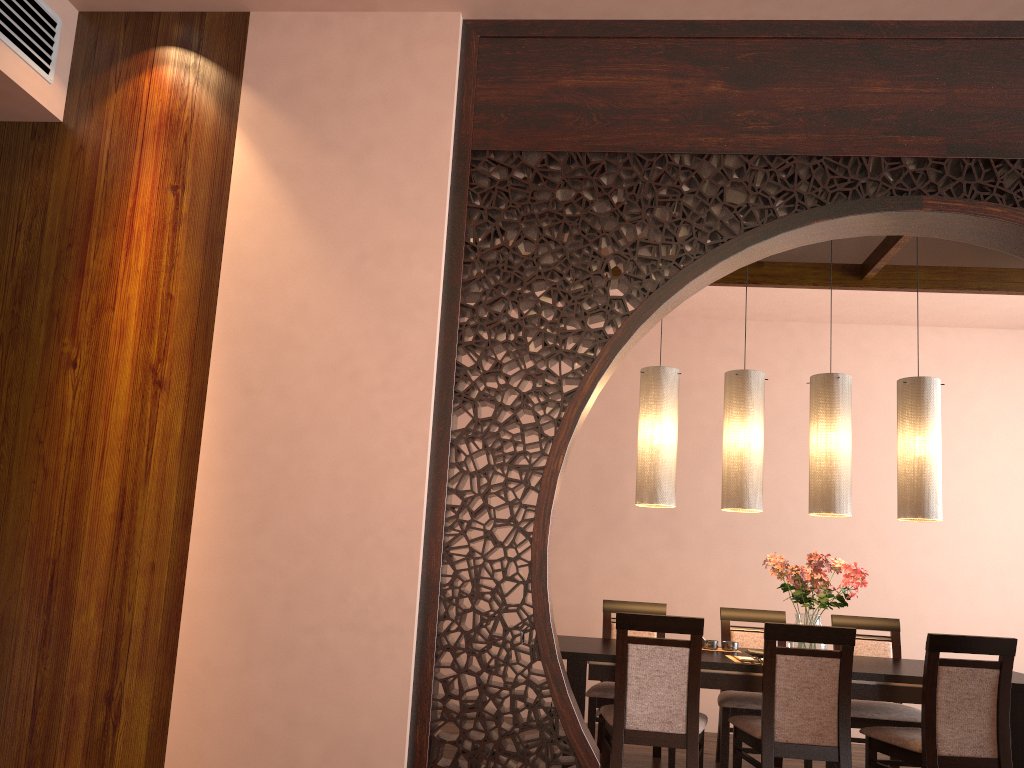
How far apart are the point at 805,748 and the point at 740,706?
0.89m

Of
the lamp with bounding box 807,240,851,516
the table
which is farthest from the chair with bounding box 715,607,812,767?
the lamp with bounding box 807,240,851,516

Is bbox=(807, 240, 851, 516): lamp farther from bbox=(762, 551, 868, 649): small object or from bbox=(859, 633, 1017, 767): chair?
bbox=(859, 633, 1017, 767): chair

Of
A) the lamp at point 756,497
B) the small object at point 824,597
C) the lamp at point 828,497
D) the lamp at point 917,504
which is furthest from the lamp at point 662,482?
the lamp at point 917,504

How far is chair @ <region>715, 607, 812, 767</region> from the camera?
4.4m

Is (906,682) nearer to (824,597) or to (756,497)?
(824,597)

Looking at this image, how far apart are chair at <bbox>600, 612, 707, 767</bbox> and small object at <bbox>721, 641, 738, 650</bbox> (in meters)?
0.59

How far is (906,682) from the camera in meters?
3.7

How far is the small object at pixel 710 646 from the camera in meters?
4.4 m

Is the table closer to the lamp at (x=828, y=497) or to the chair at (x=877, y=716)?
the chair at (x=877, y=716)
